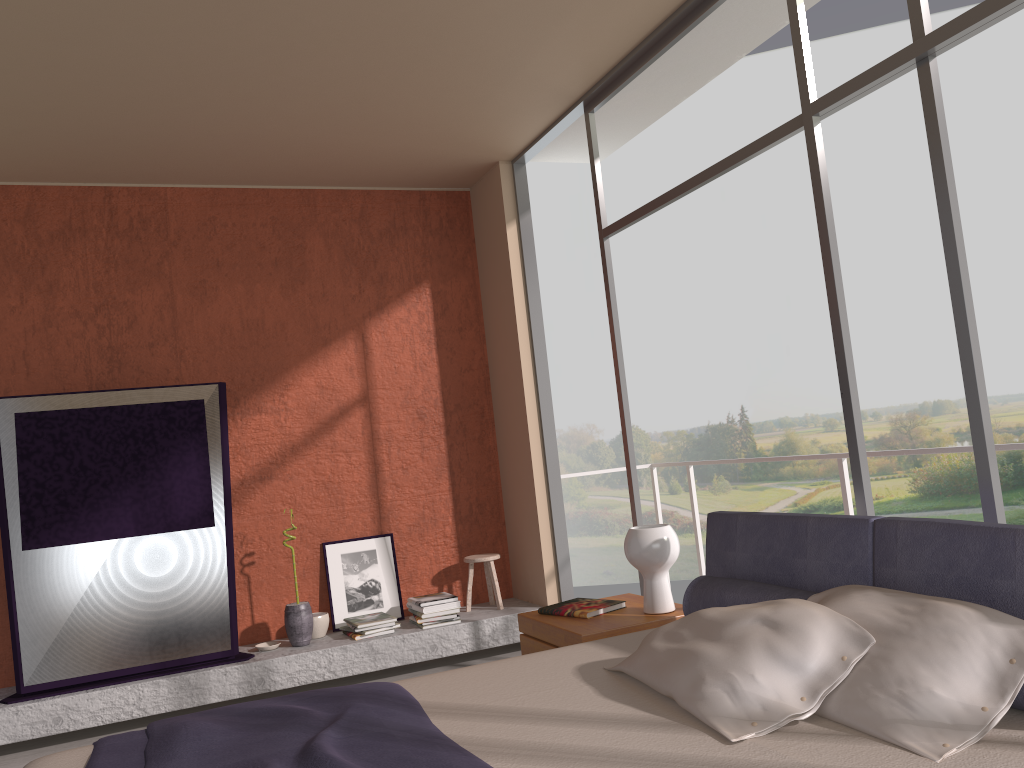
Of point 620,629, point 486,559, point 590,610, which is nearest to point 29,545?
point 486,559

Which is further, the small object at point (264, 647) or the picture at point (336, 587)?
the picture at point (336, 587)

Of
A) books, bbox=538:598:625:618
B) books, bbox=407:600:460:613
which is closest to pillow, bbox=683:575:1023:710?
books, bbox=538:598:625:618

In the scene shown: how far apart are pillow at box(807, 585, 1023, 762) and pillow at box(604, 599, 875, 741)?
0.0m

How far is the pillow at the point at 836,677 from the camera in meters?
2.1

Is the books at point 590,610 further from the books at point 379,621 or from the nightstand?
the books at point 379,621

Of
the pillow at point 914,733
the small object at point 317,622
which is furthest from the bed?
the small object at point 317,622

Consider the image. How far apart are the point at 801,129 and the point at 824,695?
2.2 meters

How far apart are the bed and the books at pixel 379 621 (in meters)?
2.42

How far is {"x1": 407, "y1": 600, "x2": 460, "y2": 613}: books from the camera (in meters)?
→ 5.33
